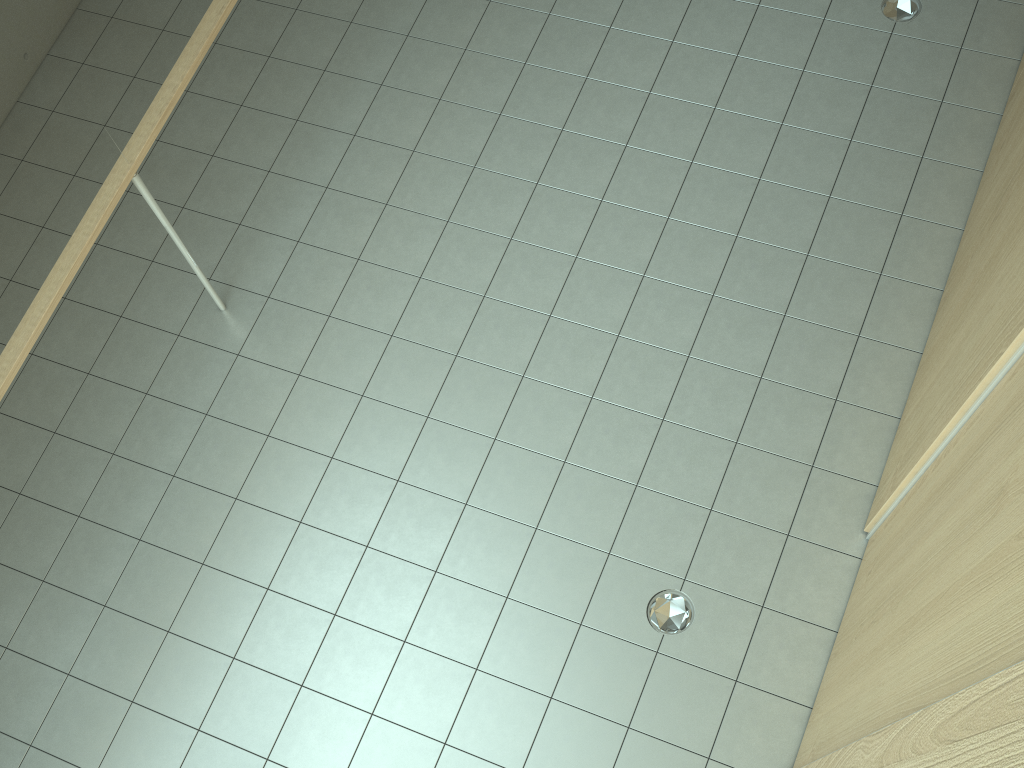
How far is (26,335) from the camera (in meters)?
3.14

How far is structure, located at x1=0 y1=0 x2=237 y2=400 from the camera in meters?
3.1

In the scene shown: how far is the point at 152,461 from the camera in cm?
387

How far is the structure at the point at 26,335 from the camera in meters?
3.1 m
